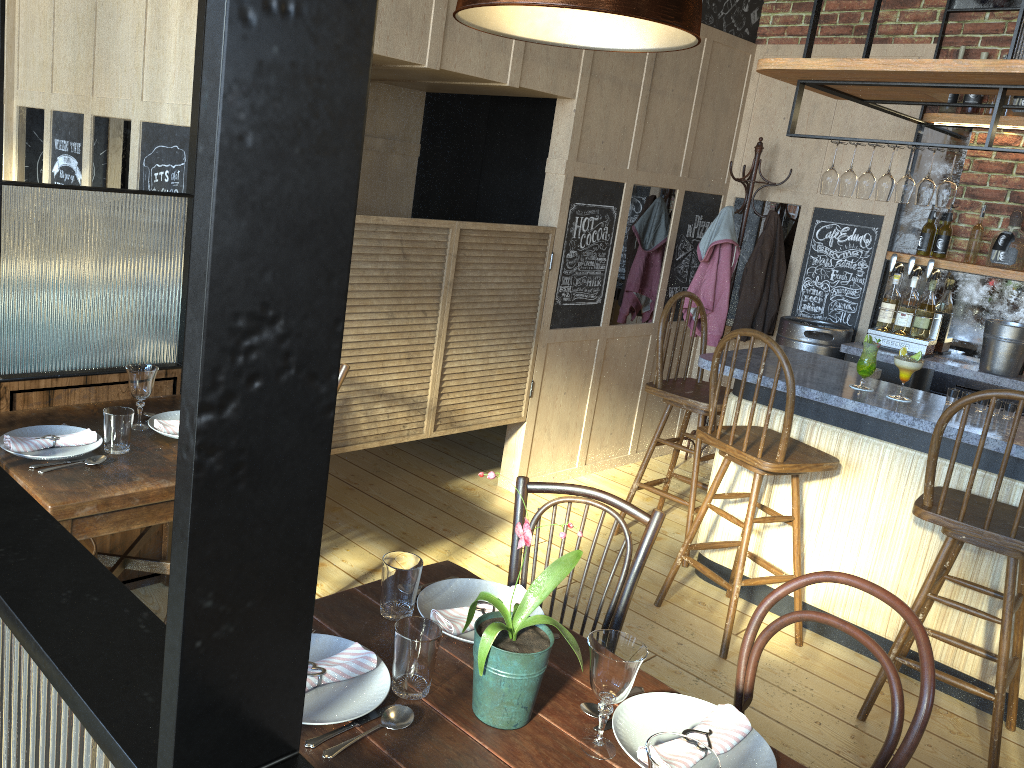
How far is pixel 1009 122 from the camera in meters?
4.3

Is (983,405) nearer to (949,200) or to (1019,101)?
(949,200)

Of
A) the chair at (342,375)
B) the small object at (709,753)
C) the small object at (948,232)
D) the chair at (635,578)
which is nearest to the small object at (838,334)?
the small object at (948,232)

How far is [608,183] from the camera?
4.6 meters

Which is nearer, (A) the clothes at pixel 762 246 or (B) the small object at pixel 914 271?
(B) the small object at pixel 914 271

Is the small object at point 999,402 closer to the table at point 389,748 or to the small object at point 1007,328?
the small object at point 1007,328

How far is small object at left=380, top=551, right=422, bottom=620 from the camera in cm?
175

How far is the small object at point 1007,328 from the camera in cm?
431

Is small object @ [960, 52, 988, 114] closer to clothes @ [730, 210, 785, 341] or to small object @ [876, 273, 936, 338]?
small object @ [876, 273, 936, 338]

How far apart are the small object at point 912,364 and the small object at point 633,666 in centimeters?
238cm
